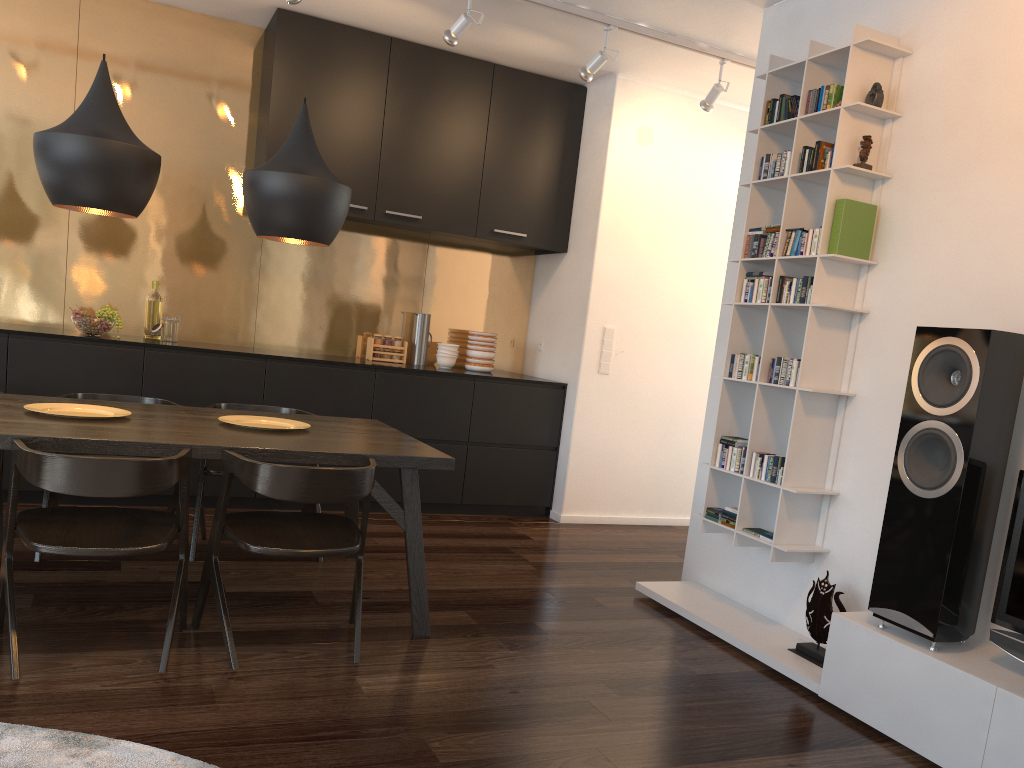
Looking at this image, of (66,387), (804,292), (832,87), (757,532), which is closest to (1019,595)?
(757,532)

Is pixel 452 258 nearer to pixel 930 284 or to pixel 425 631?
pixel 425 631

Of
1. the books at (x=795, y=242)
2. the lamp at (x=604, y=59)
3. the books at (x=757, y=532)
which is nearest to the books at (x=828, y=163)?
the books at (x=795, y=242)

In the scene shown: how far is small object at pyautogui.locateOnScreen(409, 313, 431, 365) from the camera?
5.8m

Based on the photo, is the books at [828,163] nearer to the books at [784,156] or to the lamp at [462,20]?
the books at [784,156]

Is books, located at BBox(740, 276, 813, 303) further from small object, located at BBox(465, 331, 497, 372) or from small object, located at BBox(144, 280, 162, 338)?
small object, located at BBox(144, 280, 162, 338)

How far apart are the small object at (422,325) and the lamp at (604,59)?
1.9 meters

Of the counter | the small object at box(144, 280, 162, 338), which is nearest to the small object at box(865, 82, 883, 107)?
the small object at box(144, 280, 162, 338)

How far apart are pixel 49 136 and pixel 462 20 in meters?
2.1

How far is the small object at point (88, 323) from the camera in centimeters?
470cm
